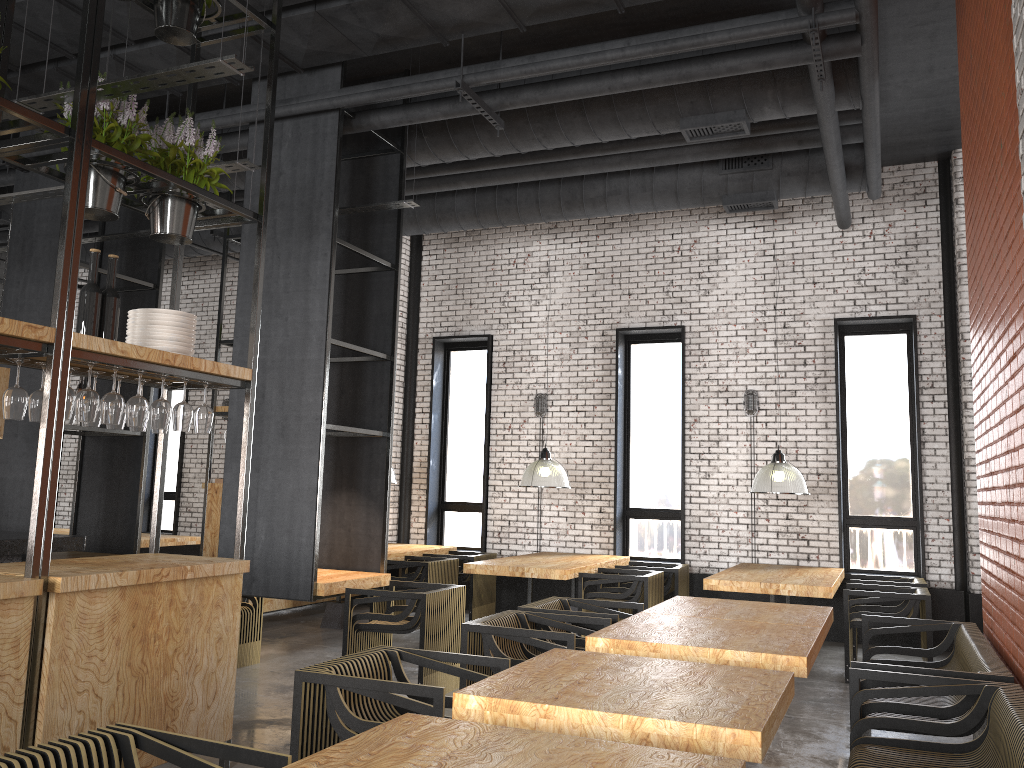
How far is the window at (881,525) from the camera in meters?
9.3 m

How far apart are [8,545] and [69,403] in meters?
1.8

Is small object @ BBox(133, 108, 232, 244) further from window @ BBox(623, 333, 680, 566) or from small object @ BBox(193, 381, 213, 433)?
window @ BBox(623, 333, 680, 566)

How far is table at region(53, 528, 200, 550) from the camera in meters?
10.4 m

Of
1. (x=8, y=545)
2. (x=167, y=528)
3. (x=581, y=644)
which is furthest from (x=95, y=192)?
(x=167, y=528)

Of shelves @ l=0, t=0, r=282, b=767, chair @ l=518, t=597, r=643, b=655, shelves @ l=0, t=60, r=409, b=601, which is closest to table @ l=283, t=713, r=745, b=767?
shelves @ l=0, t=0, r=282, b=767

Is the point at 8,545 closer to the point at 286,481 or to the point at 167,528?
the point at 286,481

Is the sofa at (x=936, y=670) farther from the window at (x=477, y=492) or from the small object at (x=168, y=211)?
the window at (x=477, y=492)

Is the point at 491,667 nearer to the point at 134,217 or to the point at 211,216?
the point at 211,216

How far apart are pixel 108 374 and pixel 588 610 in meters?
5.0
